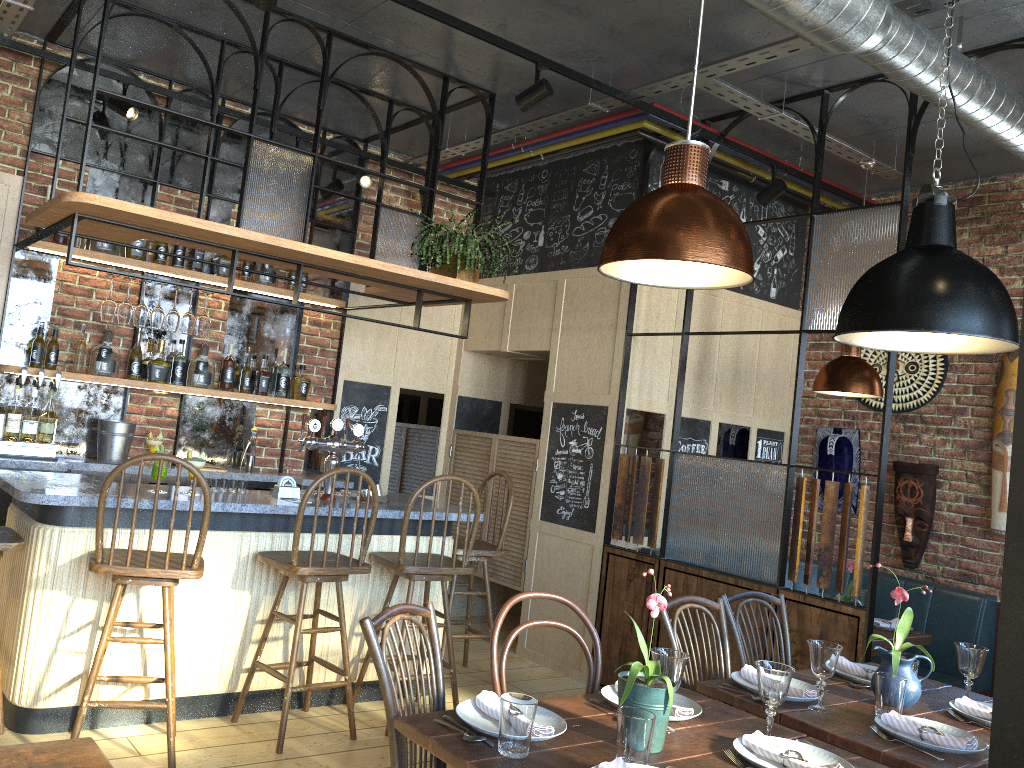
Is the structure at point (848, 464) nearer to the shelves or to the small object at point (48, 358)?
the shelves

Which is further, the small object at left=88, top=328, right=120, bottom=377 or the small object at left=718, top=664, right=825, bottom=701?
the small object at left=88, top=328, right=120, bottom=377

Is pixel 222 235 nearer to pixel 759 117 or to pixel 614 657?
pixel 759 117

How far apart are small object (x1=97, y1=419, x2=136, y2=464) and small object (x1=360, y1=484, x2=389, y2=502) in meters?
1.4 m

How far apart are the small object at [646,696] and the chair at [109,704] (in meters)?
1.83

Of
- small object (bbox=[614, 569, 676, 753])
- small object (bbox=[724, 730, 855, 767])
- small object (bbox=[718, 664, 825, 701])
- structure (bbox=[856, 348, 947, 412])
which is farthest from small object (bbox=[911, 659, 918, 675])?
structure (bbox=[856, 348, 947, 412])

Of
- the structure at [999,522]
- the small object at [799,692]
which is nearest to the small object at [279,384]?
the small object at [799,692]

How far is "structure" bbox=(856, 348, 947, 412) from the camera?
5.7m

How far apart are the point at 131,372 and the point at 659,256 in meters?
3.9 m

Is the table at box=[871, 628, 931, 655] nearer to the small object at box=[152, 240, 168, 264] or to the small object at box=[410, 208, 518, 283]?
the small object at box=[410, 208, 518, 283]
